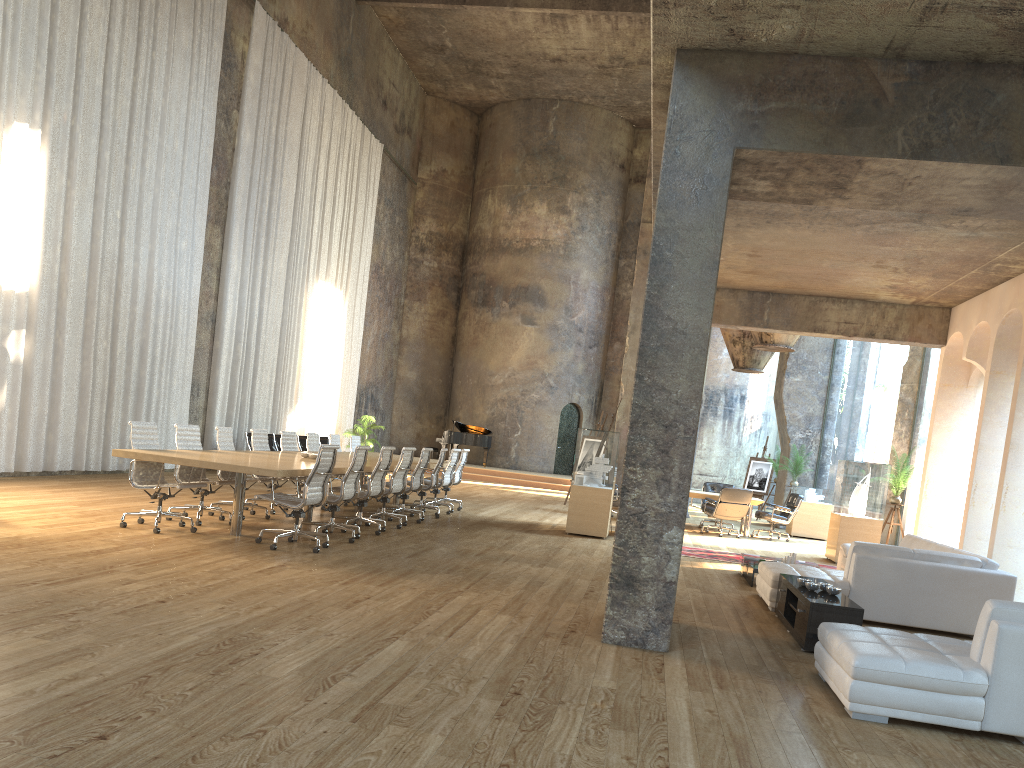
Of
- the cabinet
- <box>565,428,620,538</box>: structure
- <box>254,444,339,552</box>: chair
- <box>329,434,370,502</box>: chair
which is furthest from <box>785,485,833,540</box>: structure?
<box>254,444,339,552</box>: chair

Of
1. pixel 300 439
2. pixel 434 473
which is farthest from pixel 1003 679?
pixel 300 439

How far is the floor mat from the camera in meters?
11.8 m

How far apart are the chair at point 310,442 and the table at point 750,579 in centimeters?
640cm

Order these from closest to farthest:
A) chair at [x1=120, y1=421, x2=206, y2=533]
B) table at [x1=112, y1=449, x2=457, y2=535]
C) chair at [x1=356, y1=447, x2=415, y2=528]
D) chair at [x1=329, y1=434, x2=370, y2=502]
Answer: table at [x1=112, y1=449, x2=457, y2=535] < chair at [x1=120, y1=421, x2=206, y2=533] < chair at [x1=356, y1=447, x2=415, y2=528] < chair at [x1=329, y1=434, x2=370, y2=502]

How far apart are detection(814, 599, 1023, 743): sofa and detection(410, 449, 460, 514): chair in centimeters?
848cm

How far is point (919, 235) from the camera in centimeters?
932cm

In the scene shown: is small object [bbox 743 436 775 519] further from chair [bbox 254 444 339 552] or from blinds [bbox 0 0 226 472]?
chair [bbox 254 444 339 552]

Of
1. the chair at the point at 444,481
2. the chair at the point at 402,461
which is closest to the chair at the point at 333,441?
the chair at the point at 444,481

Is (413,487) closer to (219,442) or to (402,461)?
(402,461)
